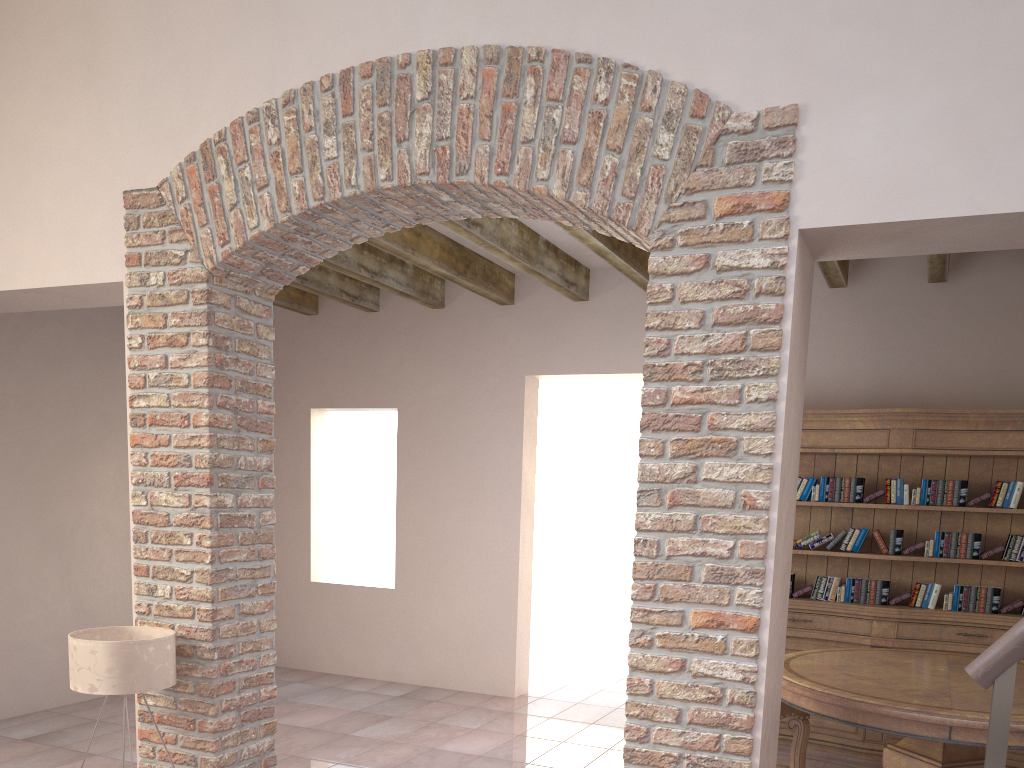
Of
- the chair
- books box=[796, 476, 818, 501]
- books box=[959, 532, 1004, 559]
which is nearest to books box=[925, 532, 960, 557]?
books box=[959, 532, 1004, 559]

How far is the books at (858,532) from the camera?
5.15m

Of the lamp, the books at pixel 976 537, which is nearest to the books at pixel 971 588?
the books at pixel 976 537

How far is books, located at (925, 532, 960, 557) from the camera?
4.95m

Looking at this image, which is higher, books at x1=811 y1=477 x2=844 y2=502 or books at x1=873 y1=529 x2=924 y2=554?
books at x1=811 y1=477 x2=844 y2=502

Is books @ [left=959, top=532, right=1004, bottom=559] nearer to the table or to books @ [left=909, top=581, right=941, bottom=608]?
books @ [left=909, top=581, right=941, bottom=608]

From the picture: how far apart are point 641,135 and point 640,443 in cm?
94

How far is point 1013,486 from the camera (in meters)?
4.78

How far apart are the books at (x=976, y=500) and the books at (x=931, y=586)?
0.5m

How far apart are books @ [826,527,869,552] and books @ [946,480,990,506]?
0.5m
